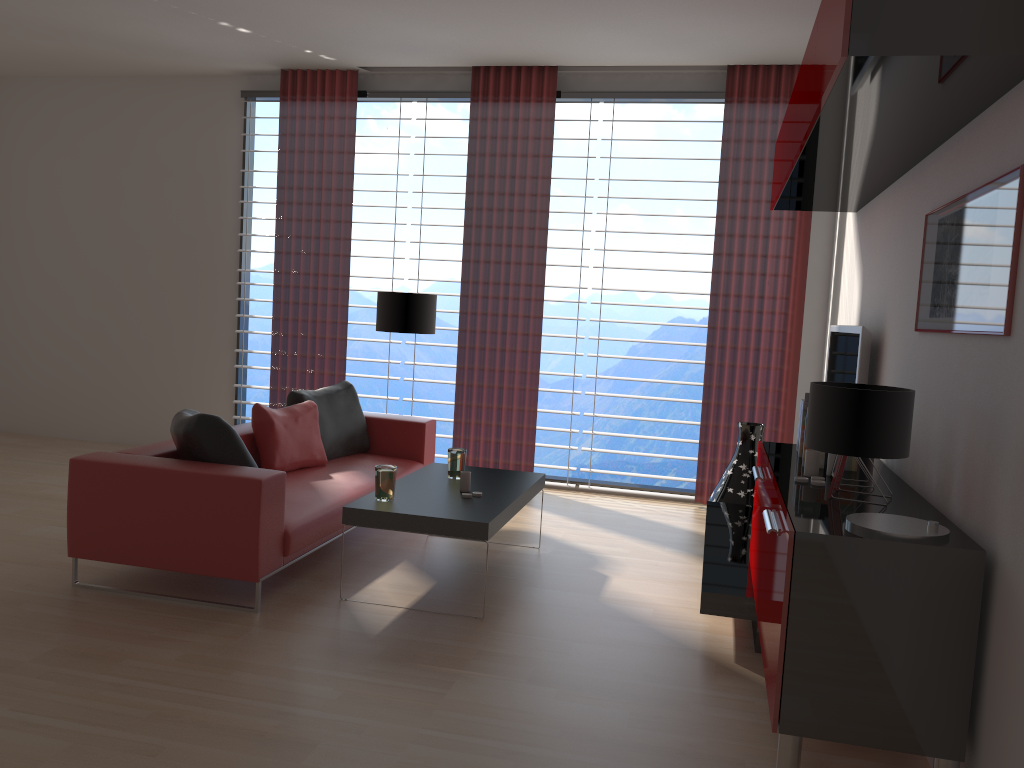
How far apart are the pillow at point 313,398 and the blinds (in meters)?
1.50

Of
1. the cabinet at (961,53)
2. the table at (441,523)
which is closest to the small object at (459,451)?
the table at (441,523)

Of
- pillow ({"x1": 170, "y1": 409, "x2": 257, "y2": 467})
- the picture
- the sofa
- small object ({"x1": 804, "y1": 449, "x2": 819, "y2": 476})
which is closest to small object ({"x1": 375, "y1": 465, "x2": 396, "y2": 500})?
the sofa

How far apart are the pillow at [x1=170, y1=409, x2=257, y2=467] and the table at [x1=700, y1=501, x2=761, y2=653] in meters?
2.9

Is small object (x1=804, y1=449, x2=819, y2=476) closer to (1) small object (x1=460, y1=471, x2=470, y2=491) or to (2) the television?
(2) the television

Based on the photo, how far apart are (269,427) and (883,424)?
4.7m

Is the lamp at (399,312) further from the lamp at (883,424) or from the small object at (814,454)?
the lamp at (883,424)

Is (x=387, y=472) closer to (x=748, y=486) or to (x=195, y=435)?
(x=195, y=435)

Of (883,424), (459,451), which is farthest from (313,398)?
(883,424)

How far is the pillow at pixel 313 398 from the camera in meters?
7.4 m
